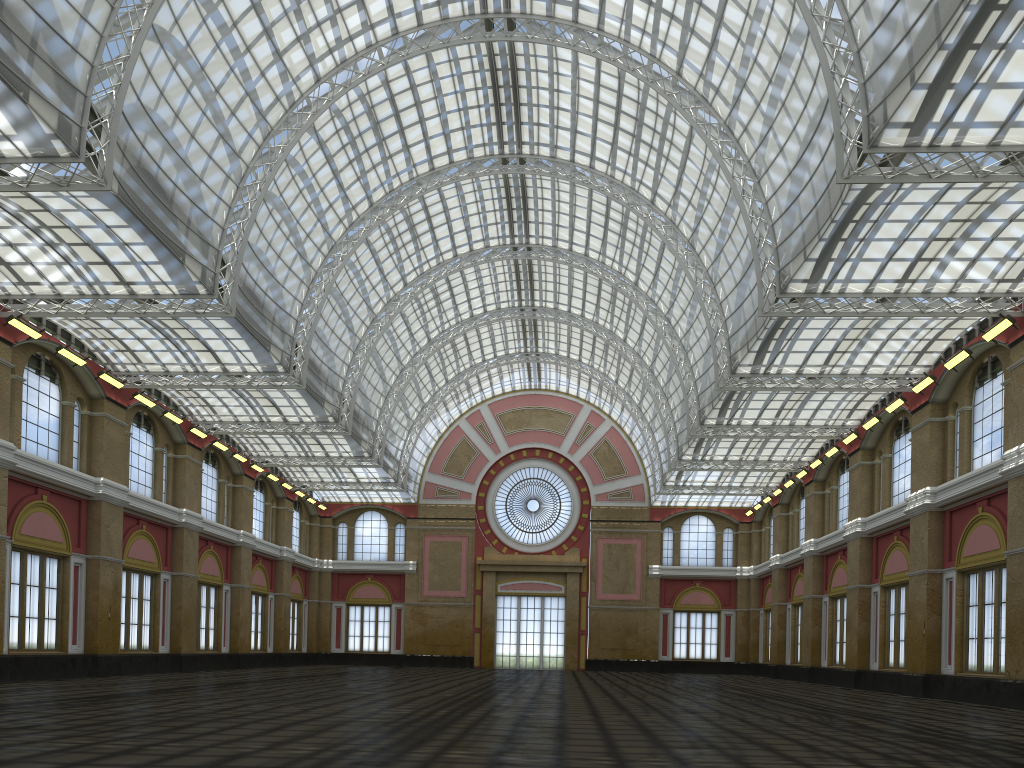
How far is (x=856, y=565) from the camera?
47.0 meters
